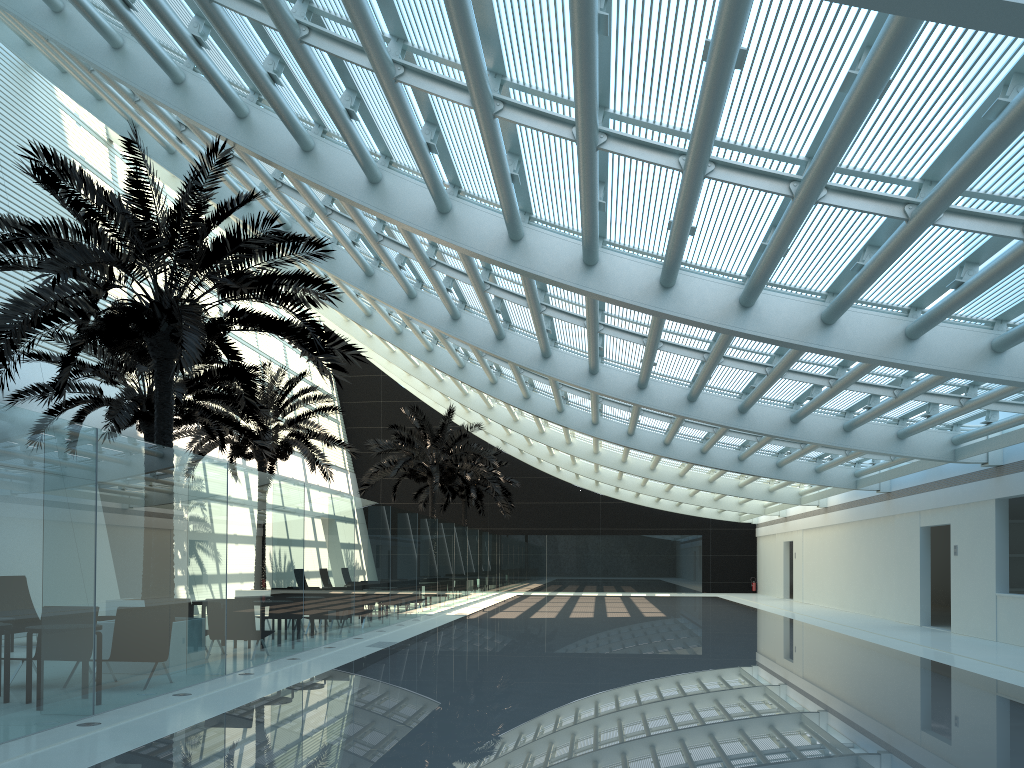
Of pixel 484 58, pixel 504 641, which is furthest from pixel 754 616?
pixel 484 58

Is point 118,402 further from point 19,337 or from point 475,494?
point 475,494

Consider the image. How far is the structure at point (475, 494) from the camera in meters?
36.7

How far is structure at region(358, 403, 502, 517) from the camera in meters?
28.8 m

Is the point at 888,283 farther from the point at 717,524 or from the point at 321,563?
the point at 717,524

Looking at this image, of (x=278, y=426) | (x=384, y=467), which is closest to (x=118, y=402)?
(x=278, y=426)

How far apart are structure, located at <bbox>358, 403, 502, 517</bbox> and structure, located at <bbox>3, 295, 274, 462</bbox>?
8.9 meters

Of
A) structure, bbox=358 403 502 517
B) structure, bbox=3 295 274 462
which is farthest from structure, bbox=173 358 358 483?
structure, bbox=358 403 502 517

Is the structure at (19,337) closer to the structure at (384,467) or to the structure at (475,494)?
the structure at (384,467)

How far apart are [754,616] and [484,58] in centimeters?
1890cm
